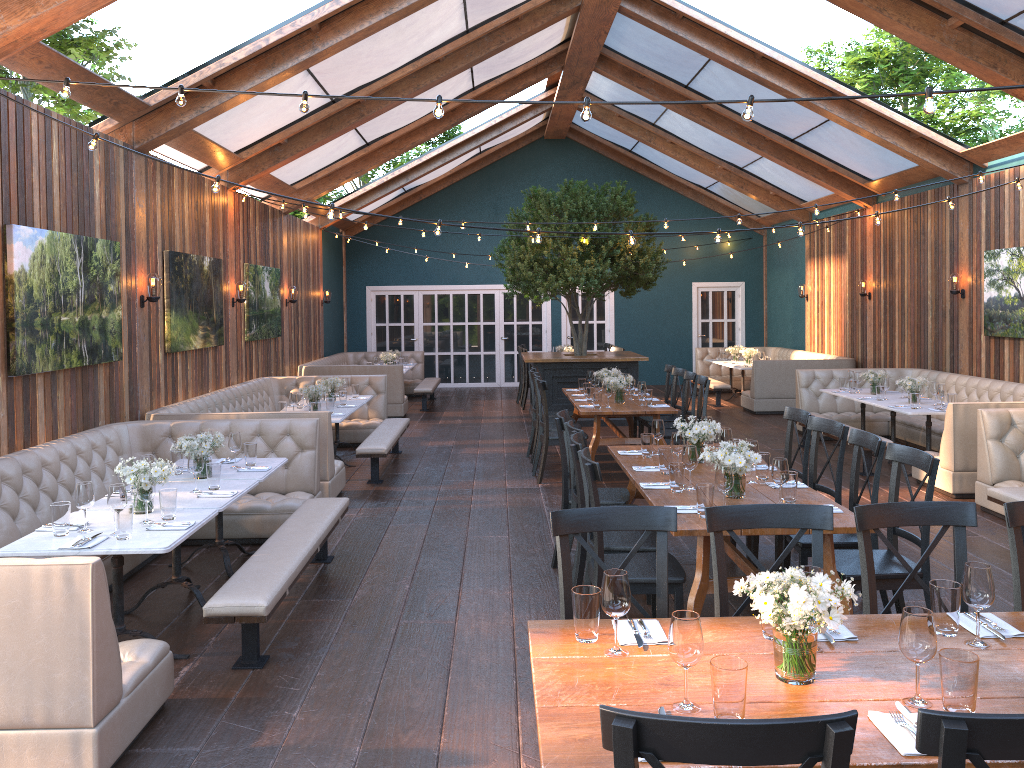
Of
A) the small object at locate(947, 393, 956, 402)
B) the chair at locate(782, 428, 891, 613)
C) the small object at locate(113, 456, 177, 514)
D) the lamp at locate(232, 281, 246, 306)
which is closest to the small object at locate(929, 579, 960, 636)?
the chair at locate(782, 428, 891, 613)

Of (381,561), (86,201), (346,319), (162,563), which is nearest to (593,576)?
(381,561)

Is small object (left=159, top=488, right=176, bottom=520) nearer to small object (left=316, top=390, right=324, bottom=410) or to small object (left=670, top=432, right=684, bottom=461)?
small object (left=670, top=432, right=684, bottom=461)

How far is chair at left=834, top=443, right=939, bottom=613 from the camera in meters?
4.3 m

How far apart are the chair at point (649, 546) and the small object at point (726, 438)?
0.9m

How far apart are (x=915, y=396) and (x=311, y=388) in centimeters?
618cm

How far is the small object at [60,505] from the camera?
4.34m

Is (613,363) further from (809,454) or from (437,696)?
(437,696)

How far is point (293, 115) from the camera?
9.7 meters

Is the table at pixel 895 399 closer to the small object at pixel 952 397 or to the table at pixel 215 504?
the small object at pixel 952 397
